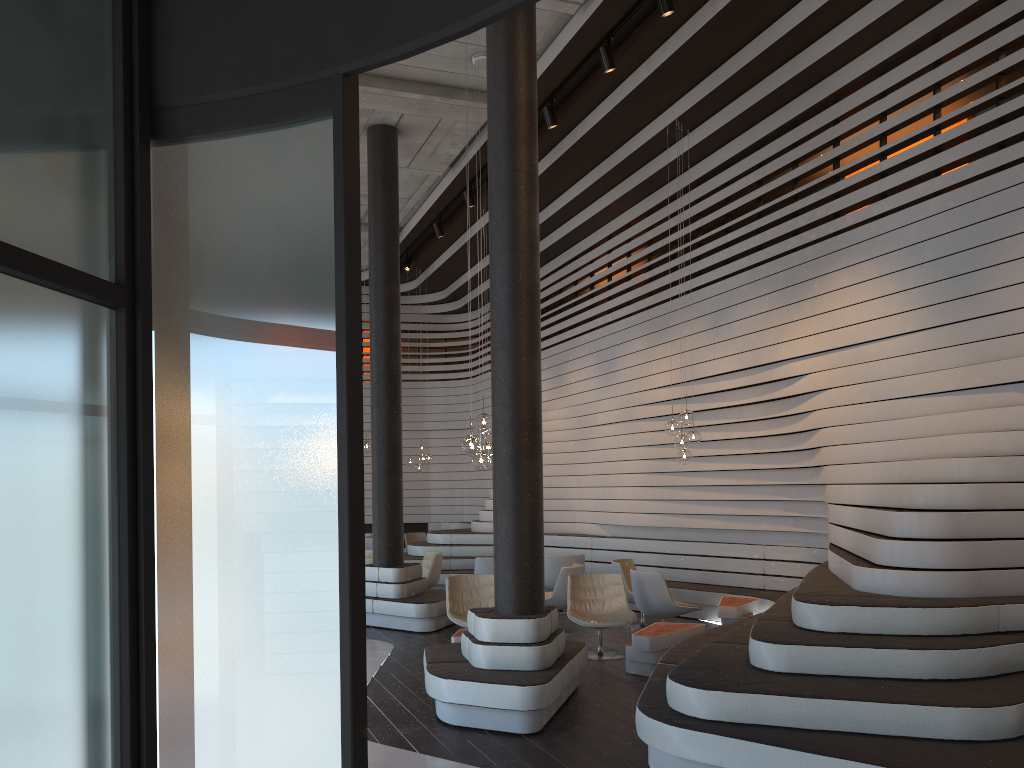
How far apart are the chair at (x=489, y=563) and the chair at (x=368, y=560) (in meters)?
2.18

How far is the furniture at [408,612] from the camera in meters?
9.7

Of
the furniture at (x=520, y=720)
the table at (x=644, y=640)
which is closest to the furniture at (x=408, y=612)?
the furniture at (x=520, y=720)

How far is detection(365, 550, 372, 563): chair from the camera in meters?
12.5

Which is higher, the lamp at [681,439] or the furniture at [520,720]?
the lamp at [681,439]

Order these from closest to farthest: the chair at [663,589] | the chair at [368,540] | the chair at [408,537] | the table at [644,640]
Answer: the table at [644,640] < the chair at [663,589] < the chair at [368,540] < the chair at [408,537]

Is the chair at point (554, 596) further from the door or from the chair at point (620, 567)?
the door

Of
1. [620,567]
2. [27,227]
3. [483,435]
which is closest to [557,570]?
[620,567]

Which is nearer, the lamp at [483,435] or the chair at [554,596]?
the chair at [554,596]

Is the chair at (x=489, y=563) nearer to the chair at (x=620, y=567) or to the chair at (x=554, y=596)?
the chair at (x=554, y=596)
